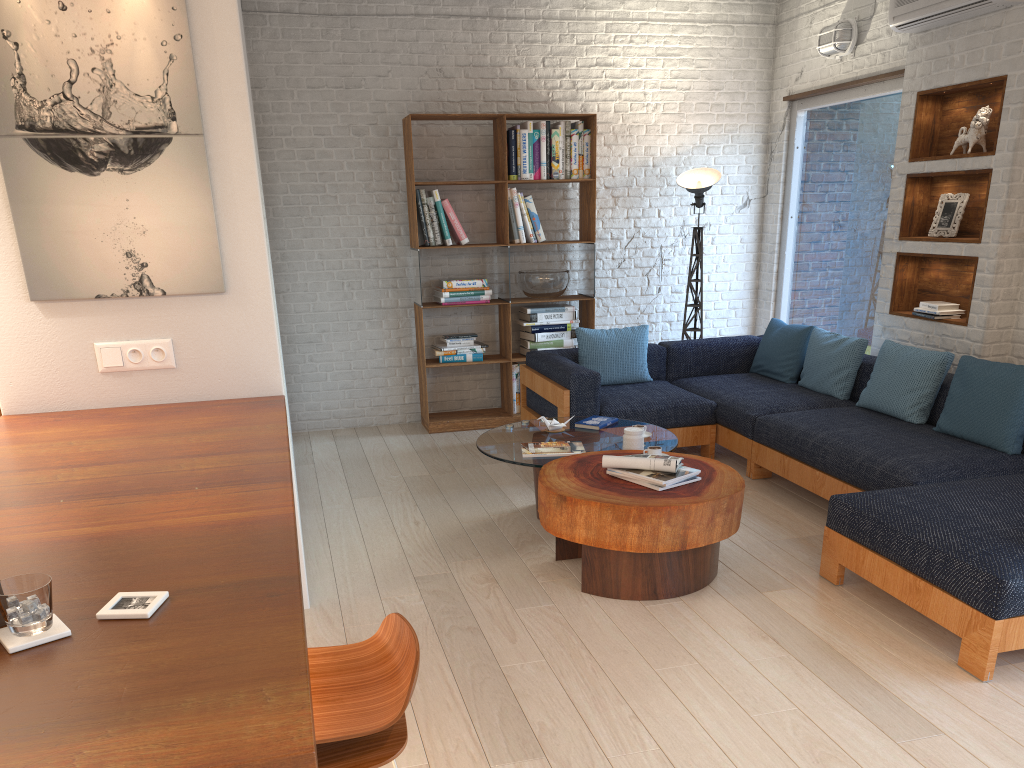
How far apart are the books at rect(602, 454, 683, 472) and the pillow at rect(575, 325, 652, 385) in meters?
2.2

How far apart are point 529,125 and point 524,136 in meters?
0.1 m

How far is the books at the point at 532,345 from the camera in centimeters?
680cm

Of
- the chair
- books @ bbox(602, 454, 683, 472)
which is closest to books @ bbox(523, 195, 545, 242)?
books @ bbox(602, 454, 683, 472)

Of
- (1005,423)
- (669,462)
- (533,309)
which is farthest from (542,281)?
(1005,423)

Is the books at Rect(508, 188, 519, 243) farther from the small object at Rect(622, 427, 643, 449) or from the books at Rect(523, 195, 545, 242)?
the small object at Rect(622, 427, 643, 449)

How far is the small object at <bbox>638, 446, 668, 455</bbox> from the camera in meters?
4.1

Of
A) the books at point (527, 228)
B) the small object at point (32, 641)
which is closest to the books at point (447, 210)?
the books at point (527, 228)

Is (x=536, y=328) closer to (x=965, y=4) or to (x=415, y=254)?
(x=415, y=254)

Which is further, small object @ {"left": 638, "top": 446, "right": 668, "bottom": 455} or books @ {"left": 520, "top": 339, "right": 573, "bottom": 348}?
books @ {"left": 520, "top": 339, "right": 573, "bottom": 348}
